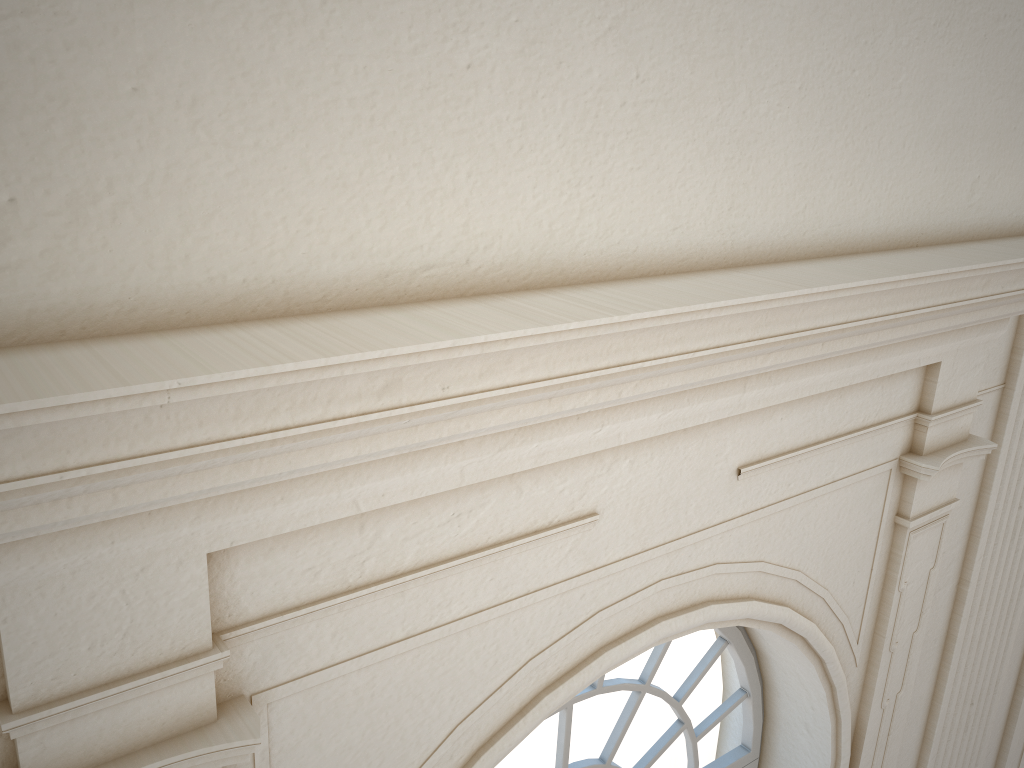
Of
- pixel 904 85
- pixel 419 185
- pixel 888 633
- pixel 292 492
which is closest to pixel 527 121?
pixel 419 185

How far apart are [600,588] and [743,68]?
1.3m
